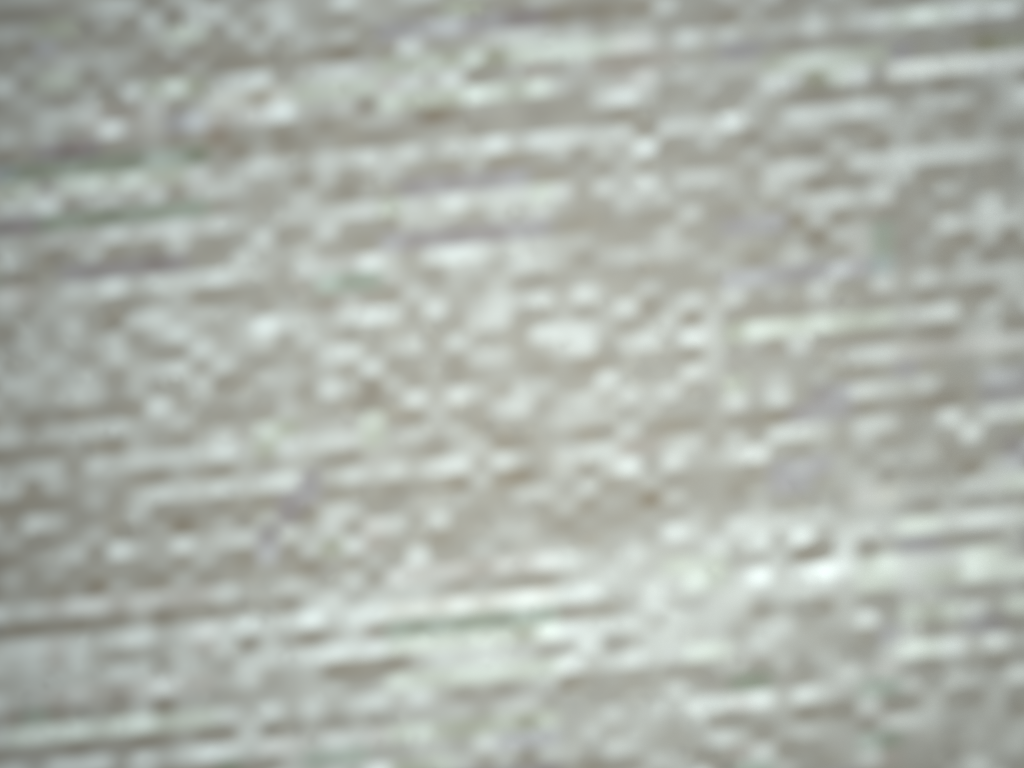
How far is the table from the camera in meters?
0.1

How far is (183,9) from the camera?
0.1m

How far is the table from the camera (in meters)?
0.09

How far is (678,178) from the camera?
0.1 meters
